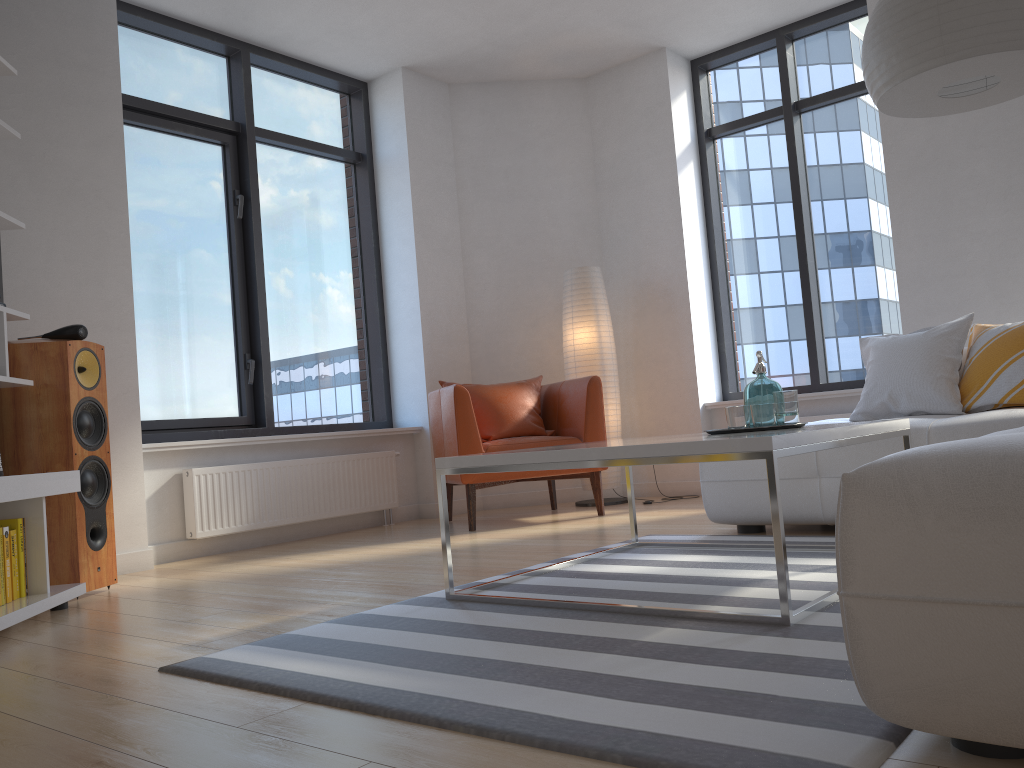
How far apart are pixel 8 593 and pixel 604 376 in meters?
3.6 m

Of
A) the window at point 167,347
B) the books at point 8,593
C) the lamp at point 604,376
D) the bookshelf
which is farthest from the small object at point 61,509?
the lamp at point 604,376

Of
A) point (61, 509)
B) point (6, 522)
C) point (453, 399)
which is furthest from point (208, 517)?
point (6, 522)

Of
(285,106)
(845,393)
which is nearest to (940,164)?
(845,393)

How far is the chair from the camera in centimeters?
475cm

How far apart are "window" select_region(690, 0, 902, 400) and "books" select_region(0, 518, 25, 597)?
4.37m

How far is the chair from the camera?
4.8m

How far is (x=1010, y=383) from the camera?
3.5m

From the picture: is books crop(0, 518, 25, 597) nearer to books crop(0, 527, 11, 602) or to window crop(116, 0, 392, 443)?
books crop(0, 527, 11, 602)

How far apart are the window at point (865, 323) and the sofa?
1.9m
